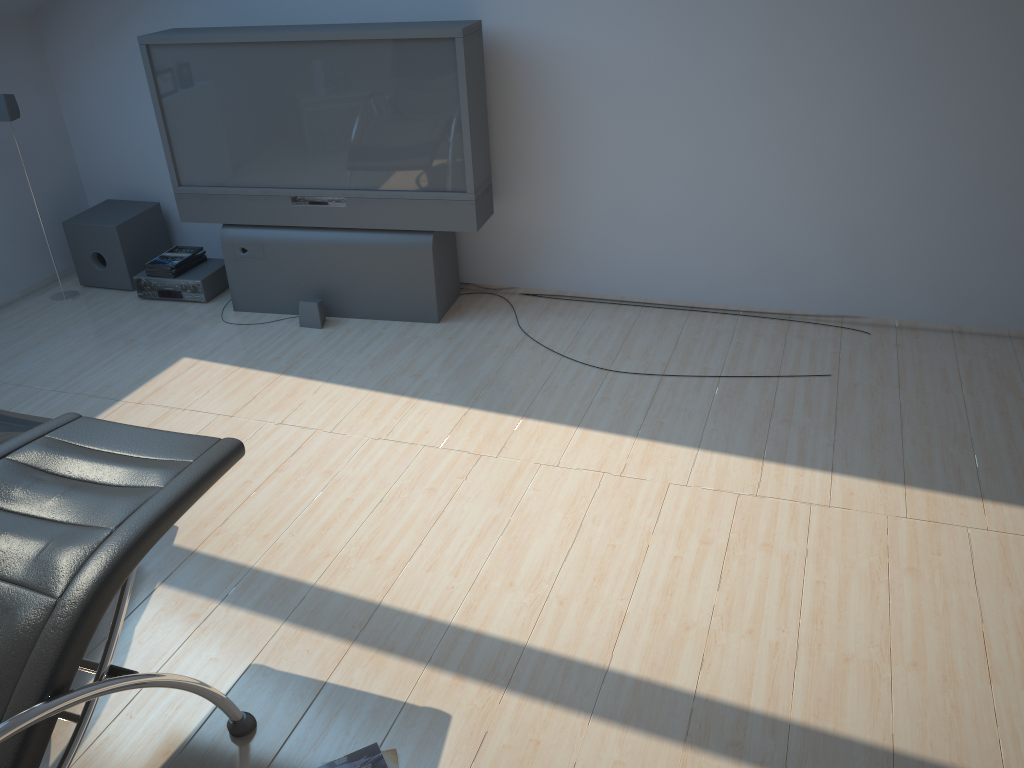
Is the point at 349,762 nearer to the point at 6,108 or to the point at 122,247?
the point at 122,247

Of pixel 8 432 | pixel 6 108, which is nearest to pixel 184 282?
pixel 6 108

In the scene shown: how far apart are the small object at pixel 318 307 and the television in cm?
9

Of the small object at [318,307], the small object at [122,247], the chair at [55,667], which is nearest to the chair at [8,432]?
the chair at [55,667]

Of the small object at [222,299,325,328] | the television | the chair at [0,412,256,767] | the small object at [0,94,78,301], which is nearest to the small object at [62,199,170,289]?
the small object at [0,94,78,301]

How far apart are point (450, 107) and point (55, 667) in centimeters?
309cm

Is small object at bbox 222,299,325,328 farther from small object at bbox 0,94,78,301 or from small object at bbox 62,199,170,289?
small object at bbox 0,94,78,301

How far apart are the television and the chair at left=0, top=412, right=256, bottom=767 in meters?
2.2

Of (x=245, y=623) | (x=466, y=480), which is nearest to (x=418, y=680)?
(x=245, y=623)

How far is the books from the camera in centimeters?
224cm
